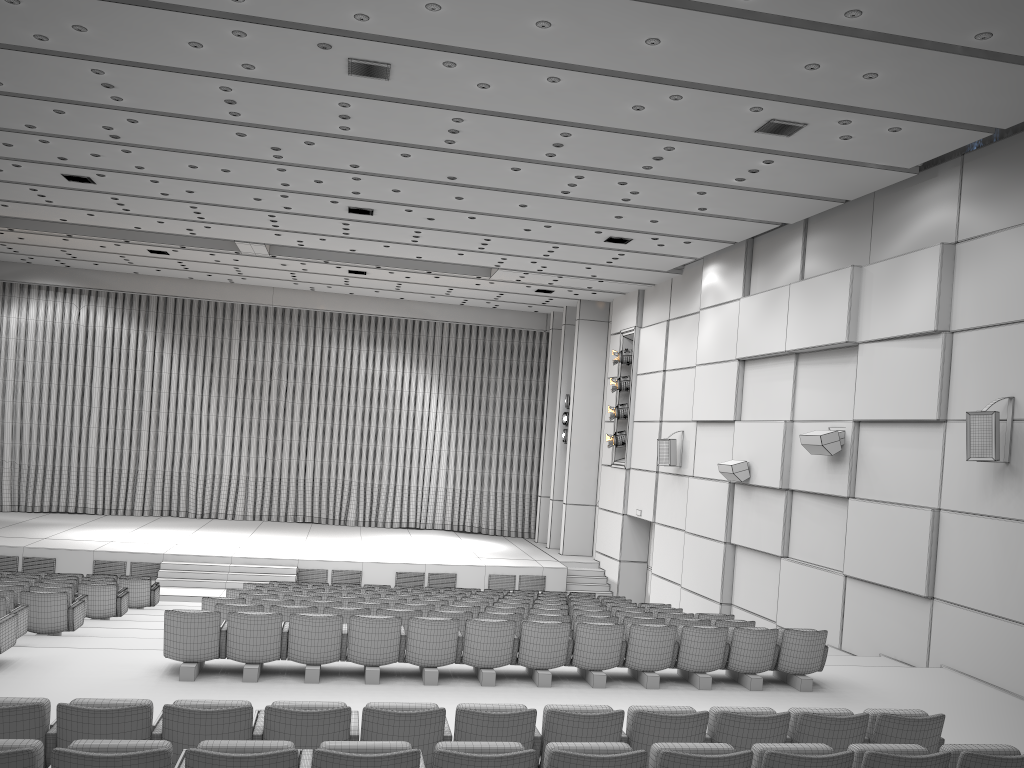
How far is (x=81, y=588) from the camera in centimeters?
1181cm

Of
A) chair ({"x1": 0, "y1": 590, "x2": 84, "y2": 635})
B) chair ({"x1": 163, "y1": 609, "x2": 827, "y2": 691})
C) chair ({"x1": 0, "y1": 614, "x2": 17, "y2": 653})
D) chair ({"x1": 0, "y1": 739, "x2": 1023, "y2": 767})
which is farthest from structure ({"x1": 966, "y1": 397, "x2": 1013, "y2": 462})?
chair ({"x1": 0, "y1": 590, "x2": 84, "y2": 635})

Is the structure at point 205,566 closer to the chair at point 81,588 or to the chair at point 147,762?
the chair at point 81,588

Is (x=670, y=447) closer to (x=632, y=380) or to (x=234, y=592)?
(x=632, y=380)

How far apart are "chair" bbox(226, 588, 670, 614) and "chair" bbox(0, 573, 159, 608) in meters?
2.7 m

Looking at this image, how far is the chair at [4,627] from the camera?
7.82m

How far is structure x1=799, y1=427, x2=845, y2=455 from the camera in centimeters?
1243cm

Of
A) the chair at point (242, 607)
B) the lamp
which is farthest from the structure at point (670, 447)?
the chair at point (242, 607)

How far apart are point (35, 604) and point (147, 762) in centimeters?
701cm

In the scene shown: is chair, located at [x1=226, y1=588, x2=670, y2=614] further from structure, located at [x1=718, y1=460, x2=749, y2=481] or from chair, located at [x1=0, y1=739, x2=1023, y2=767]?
chair, located at [x1=0, y1=739, x2=1023, y2=767]
